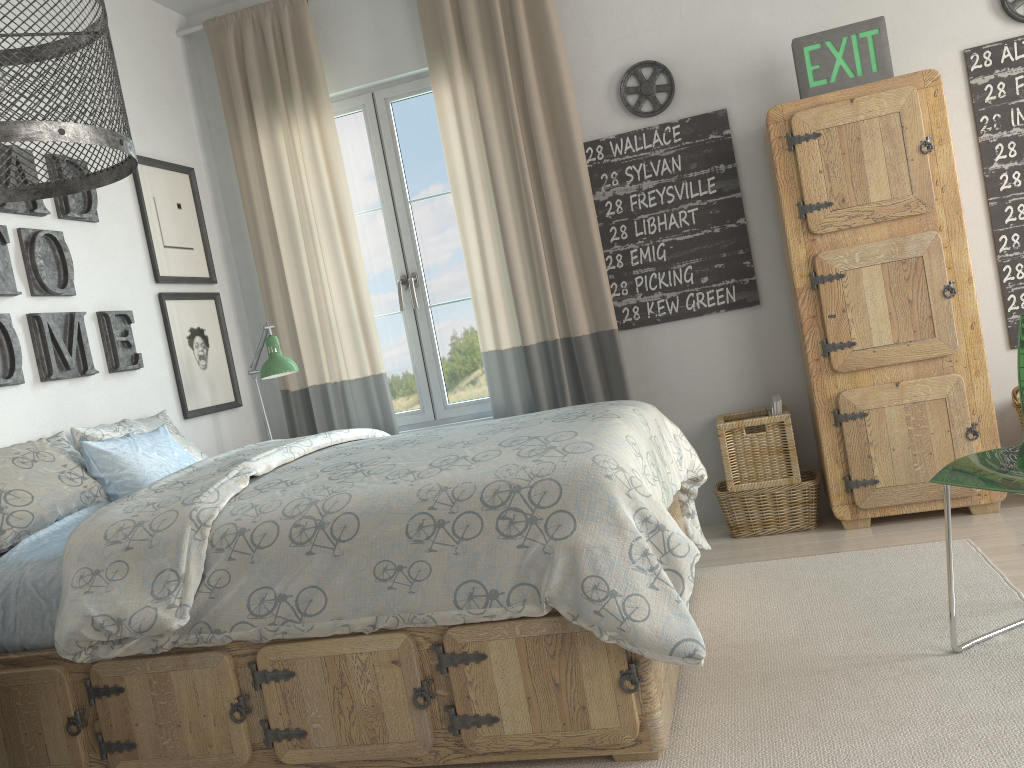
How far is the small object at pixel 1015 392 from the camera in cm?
317

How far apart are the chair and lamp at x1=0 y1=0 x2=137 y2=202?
1.8m

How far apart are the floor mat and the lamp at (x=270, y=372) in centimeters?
169cm

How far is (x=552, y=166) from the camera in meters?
3.6

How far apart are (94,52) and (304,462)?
1.4 meters

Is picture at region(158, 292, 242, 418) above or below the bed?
above

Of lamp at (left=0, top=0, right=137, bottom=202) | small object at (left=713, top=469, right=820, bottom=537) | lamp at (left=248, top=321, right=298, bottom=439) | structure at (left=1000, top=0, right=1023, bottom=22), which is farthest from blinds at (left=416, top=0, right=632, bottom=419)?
lamp at (left=0, top=0, right=137, bottom=202)

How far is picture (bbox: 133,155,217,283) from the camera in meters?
3.6 m

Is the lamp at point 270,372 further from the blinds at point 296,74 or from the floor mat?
the floor mat

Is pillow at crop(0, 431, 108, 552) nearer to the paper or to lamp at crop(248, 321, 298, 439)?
lamp at crop(248, 321, 298, 439)
